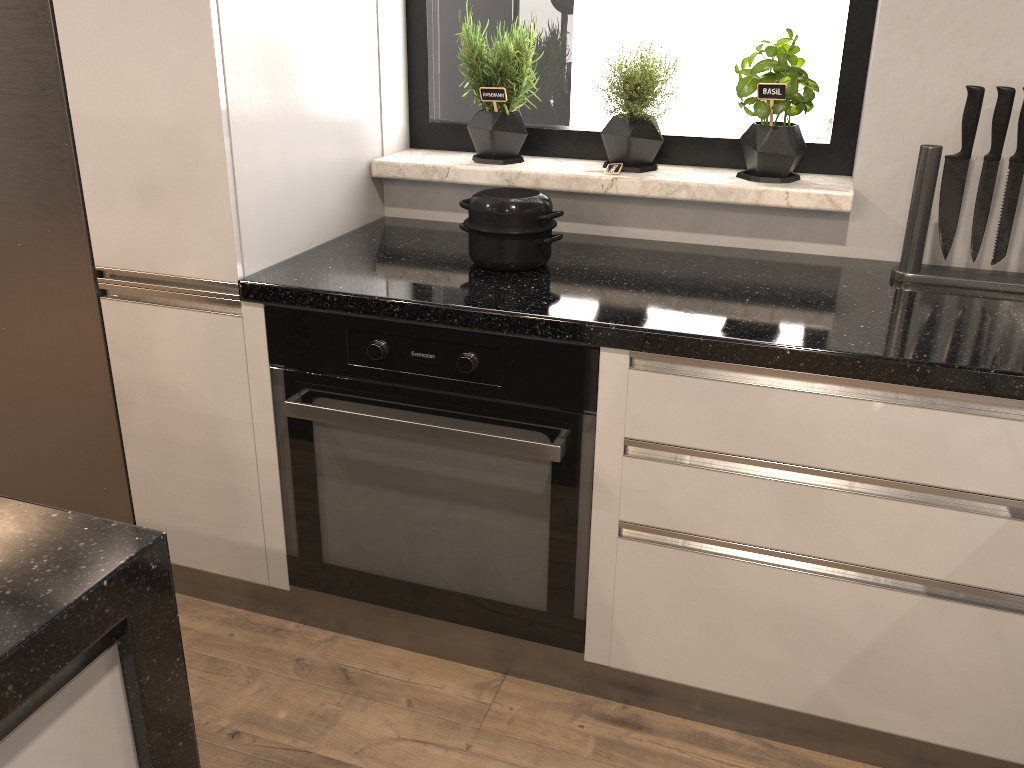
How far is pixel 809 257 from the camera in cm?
190

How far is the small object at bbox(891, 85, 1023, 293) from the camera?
1.6m

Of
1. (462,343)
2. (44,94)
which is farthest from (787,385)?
(44,94)

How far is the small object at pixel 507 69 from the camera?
2.0m

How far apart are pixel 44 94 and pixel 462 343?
0.9 meters

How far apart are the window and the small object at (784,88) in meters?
0.1

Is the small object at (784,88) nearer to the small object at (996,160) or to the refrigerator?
the small object at (996,160)

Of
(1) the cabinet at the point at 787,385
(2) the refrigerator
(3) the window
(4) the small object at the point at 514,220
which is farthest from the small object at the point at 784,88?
(2) the refrigerator

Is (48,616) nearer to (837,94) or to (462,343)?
(462,343)

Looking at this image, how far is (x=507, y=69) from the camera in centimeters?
198cm
